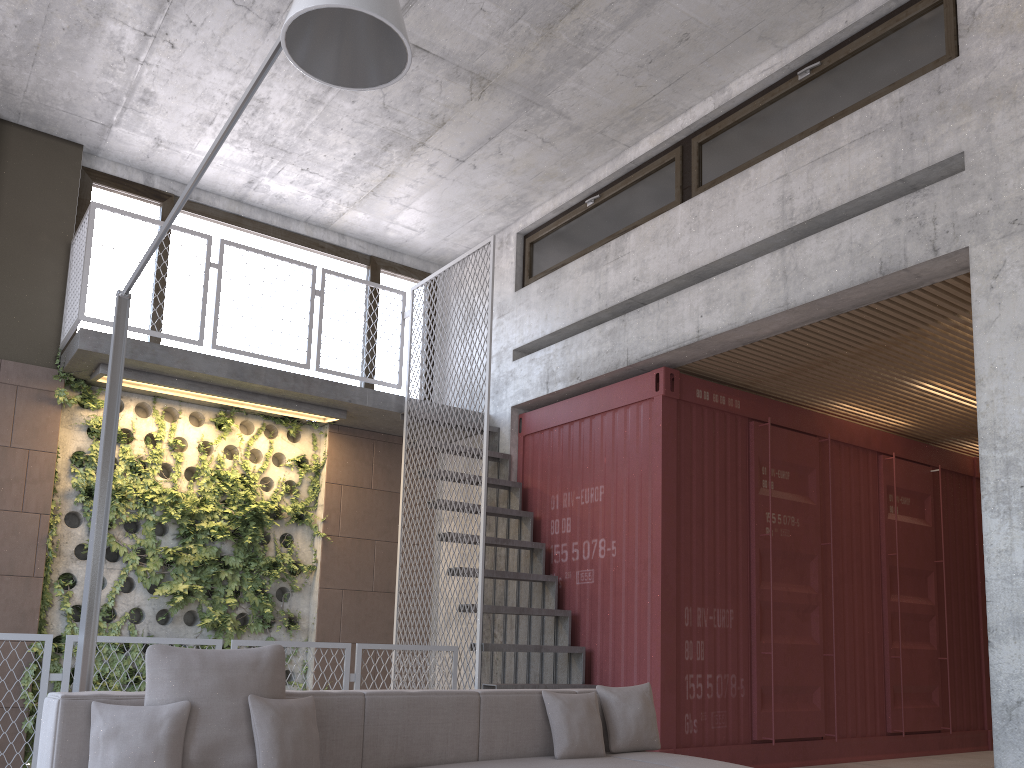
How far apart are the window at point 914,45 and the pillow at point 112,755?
5.2 meters

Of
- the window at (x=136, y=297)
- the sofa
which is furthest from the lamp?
the window at (x=136, y=297)

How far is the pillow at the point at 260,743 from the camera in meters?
3.2 m

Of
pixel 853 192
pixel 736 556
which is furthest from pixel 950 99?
pixel 736 556

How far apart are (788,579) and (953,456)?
3.15m

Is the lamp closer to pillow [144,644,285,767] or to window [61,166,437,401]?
pillow [144,644,285,767]

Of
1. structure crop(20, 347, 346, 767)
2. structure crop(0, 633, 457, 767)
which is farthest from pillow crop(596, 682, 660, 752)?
structure crop(20, 347, 346, 767)

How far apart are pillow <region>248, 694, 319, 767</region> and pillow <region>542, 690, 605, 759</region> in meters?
1.3

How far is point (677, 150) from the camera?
7.19m

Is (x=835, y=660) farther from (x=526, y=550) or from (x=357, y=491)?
(x=357, y=491)
